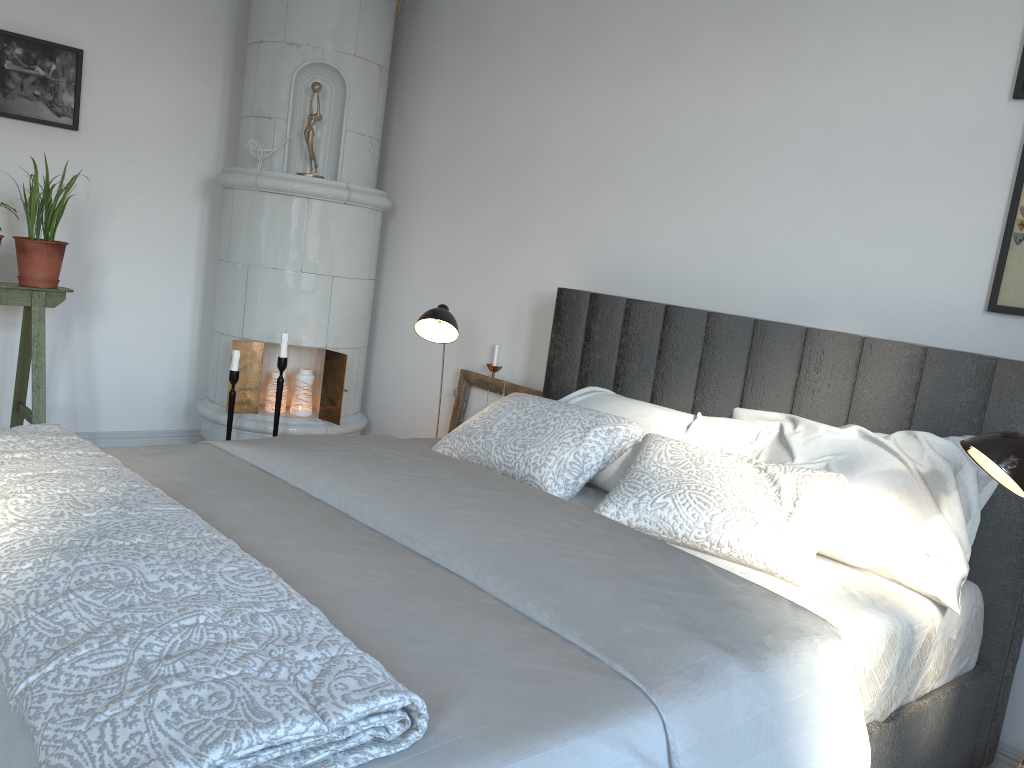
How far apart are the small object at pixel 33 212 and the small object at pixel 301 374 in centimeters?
102cm

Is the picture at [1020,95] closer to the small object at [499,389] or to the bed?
the bed

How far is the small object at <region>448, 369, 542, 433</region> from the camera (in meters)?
3.64

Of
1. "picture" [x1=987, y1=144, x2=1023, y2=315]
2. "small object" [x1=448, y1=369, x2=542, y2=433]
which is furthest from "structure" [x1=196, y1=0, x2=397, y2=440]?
"picture" [x1=987, y1=144, x2=1023, y2=315]

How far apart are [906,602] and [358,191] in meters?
2.8

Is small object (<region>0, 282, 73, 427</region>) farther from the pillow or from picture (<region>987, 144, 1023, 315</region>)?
picture (<region>987, 144, 1023, 315</region>)

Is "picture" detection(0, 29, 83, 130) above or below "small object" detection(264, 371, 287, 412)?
above

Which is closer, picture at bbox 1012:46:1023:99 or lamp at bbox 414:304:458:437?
picture at bbox 1012:46:1023:99

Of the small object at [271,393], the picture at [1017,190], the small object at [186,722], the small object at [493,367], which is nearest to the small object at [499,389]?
the small object at [493,367]

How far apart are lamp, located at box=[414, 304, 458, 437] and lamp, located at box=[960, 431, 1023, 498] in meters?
1.7 m
